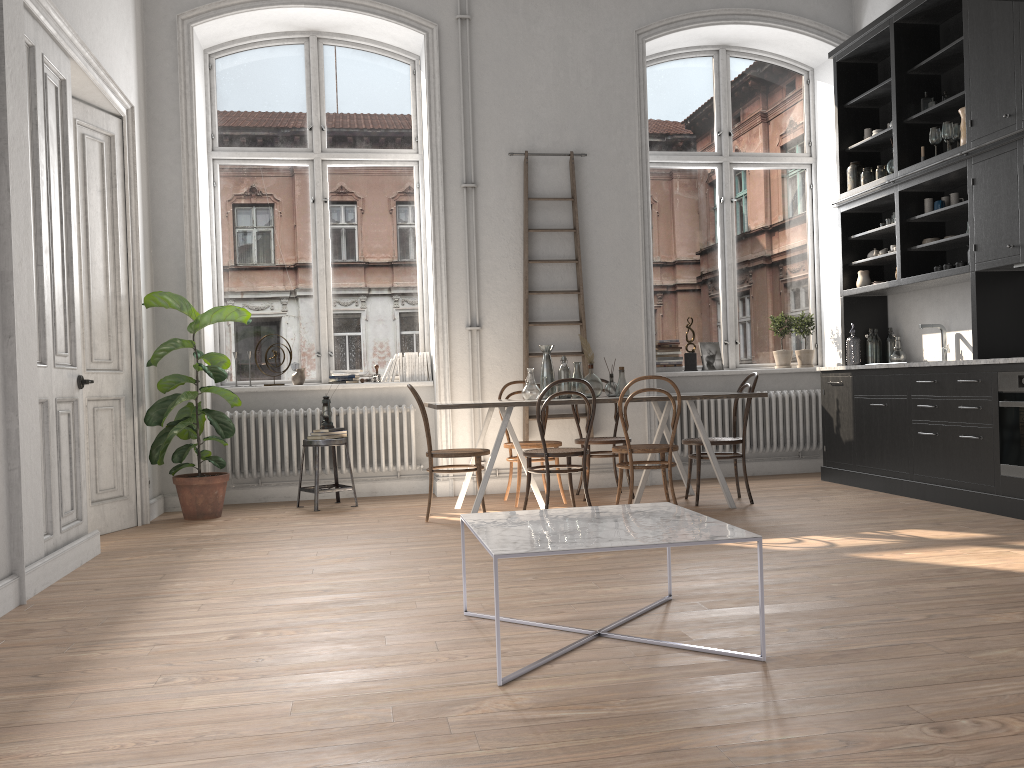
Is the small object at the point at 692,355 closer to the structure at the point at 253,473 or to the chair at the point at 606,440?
the chair at the point at 606,440

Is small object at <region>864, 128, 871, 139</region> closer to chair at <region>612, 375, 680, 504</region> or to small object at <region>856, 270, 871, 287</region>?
small object at <region>856, 270, 871, 287</region>

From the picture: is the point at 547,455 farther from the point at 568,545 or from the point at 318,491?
the point at 568,545

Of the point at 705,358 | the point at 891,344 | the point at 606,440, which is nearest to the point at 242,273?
the point at 606,440

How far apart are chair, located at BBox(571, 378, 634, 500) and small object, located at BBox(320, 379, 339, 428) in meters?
1.9 m

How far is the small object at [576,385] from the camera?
6.3m

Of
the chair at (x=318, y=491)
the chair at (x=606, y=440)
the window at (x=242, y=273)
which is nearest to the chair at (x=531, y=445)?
the chair at (x=606, y=440)

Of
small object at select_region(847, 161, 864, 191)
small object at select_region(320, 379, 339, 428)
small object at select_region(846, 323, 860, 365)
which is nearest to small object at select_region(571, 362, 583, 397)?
small object at select_region(320, 379, 339, 428)

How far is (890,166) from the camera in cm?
671

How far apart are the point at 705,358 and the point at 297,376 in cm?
356
